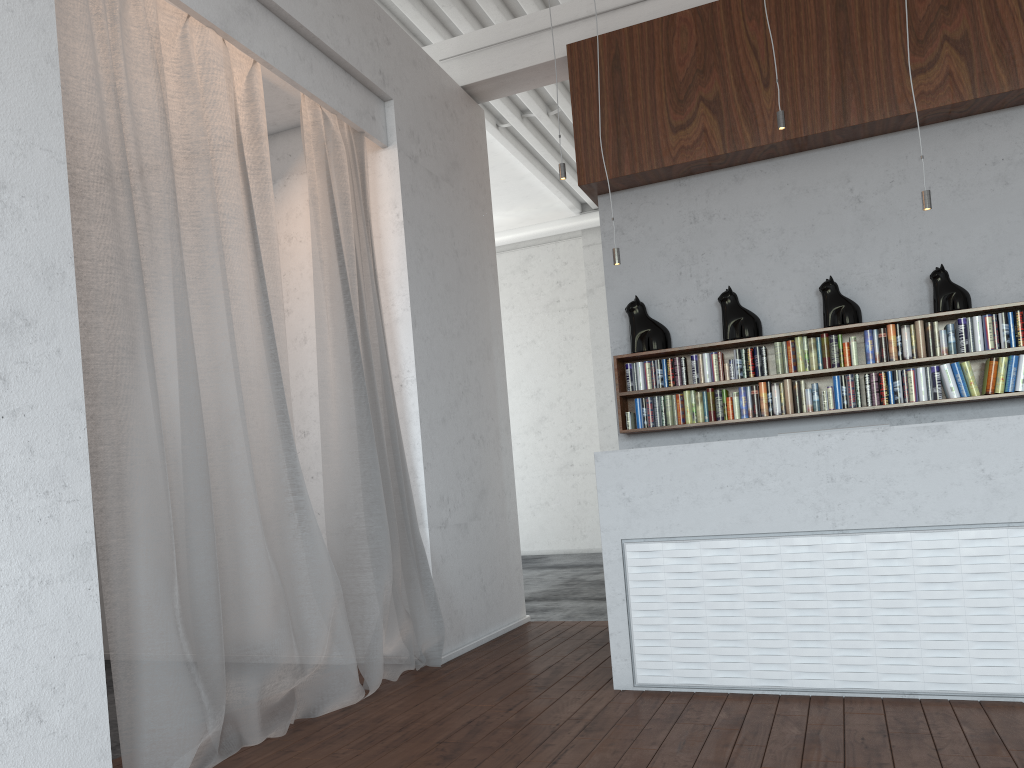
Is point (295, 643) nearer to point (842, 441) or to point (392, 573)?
point (392, 573)

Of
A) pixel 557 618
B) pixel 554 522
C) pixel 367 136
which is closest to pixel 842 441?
pixel 367 136

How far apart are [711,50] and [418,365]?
2.78m
